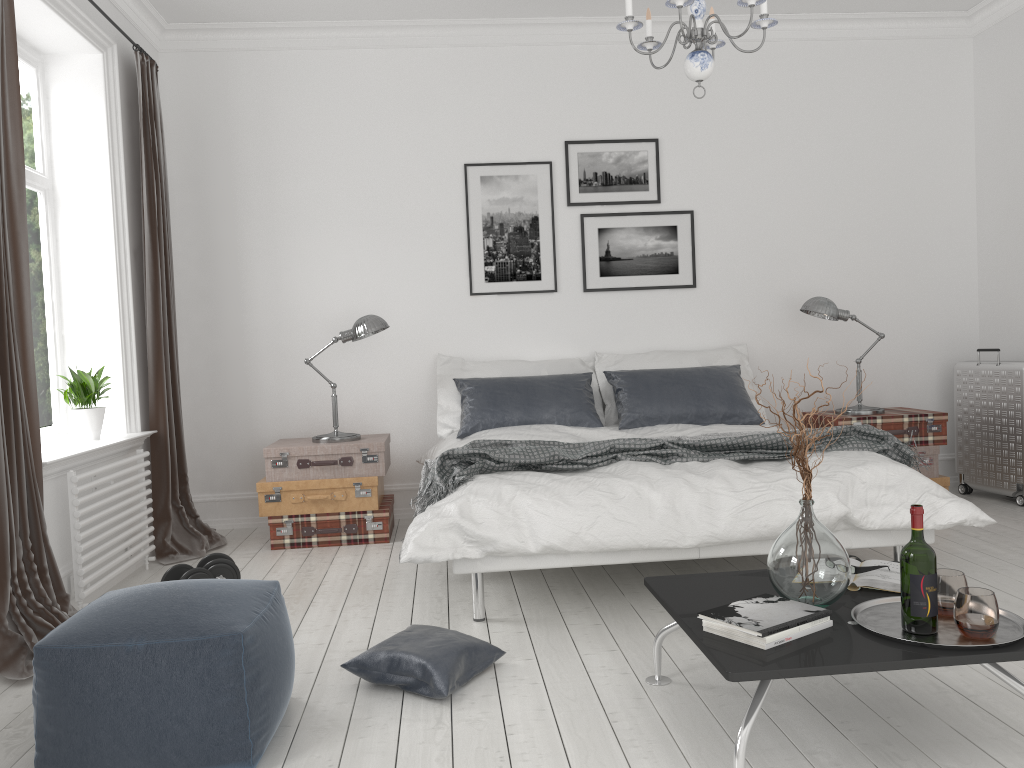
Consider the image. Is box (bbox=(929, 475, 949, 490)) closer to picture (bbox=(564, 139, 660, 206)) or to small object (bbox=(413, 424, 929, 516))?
small object (bbox=(413, 424, 929, 516))

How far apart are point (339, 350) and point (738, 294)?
2.54m

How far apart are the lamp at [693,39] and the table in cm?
175

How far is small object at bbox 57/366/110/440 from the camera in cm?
422

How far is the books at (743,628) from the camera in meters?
2.1 m

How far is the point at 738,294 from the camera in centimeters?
565cm

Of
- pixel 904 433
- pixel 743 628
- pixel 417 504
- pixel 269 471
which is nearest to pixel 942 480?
pixel 904 433

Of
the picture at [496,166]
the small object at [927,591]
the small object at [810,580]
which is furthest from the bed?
the small object at [927,591]

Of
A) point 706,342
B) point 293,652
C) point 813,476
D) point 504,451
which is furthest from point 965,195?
point 293,652

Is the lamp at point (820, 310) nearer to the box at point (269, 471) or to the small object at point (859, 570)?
the box at point (269, 471)
